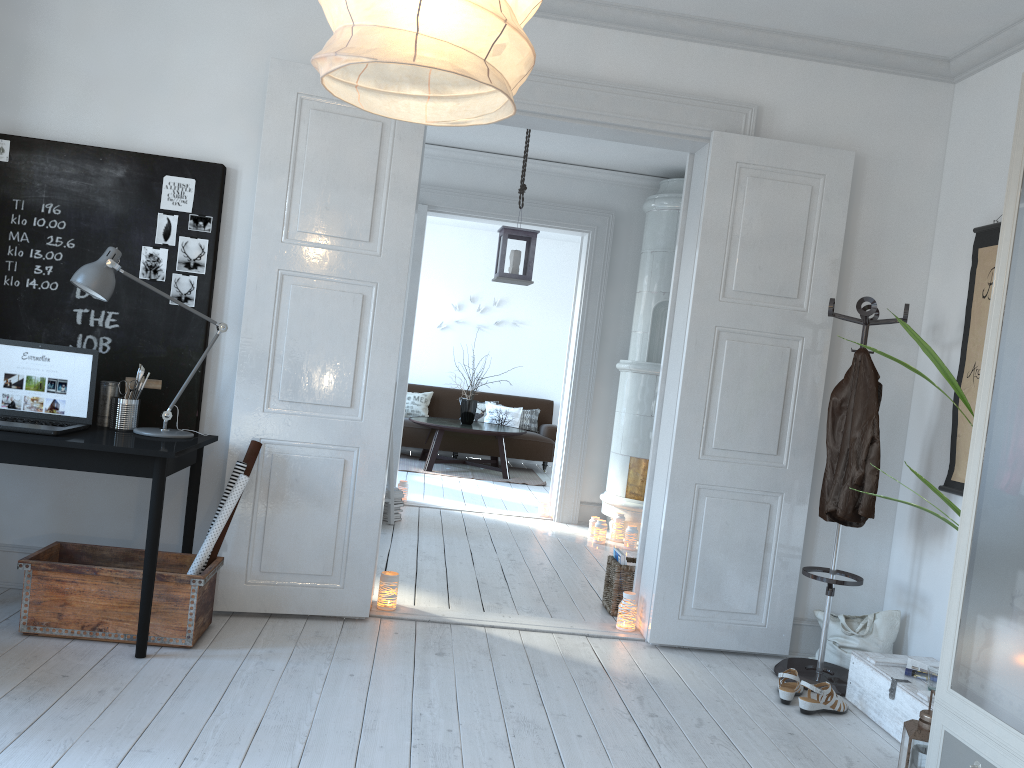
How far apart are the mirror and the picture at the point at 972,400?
3.6m

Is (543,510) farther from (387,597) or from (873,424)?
(873,424)

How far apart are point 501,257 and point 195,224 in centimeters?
201cm

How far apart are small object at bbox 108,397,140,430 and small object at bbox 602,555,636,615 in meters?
2.4 m

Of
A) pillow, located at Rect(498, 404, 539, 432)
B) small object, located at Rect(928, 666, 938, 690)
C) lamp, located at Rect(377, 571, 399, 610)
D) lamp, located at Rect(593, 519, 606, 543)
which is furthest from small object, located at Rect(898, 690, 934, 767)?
pillow, located at Rect(498, 404, 539, 432)

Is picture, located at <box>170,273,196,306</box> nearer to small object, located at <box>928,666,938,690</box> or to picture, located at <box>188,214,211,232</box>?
picture, located at <box>188,214,211,232</box>

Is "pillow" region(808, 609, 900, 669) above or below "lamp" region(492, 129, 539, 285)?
below

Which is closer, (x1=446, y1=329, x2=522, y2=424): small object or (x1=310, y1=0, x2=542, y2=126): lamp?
(x1=310, y1=0, x2=542, y2=126): lamp

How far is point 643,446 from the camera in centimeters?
658cm

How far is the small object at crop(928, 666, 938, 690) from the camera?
3.2 meters
